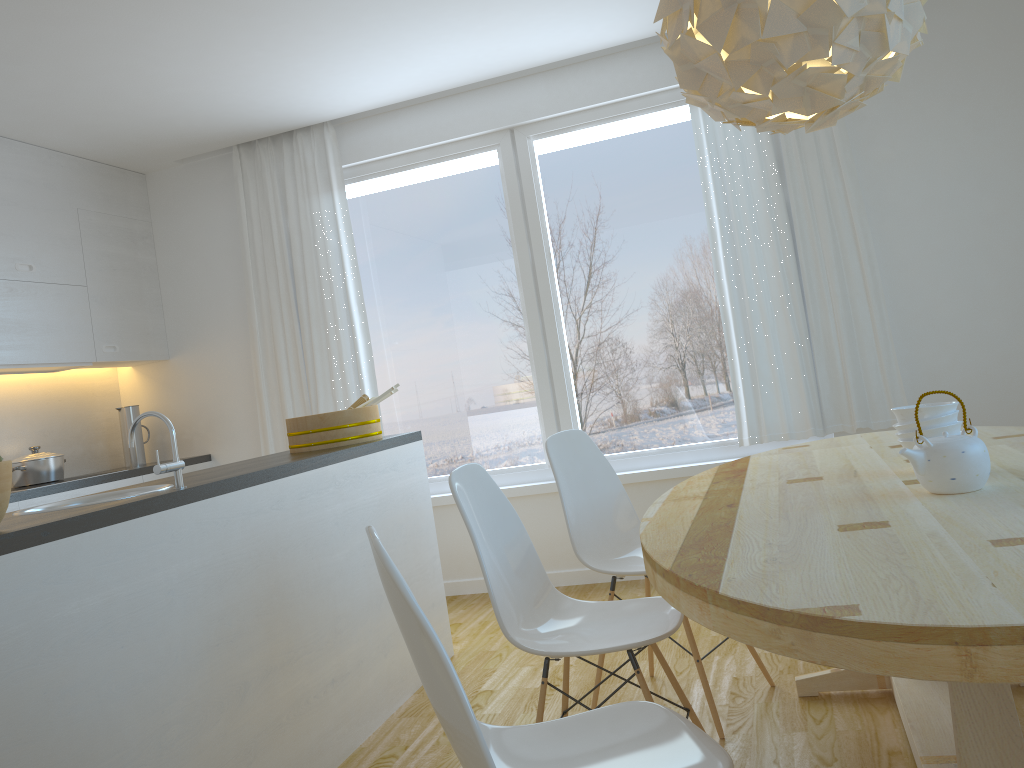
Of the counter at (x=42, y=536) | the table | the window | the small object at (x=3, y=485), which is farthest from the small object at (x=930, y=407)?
the window

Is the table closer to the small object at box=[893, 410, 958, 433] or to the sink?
the small object at box=[893, 410, 958, 433]

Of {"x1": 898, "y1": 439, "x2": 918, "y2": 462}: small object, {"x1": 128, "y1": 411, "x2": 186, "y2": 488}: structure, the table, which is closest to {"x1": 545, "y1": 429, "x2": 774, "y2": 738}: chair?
the table

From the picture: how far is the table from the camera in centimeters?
110cm

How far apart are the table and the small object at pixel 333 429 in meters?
1.4 m

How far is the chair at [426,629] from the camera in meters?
1.2 m

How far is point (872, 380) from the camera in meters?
4.2

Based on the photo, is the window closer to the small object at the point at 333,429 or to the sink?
the small object at the point at 333,429

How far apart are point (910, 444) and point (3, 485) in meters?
2.0

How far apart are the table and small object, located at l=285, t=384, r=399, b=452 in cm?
143
